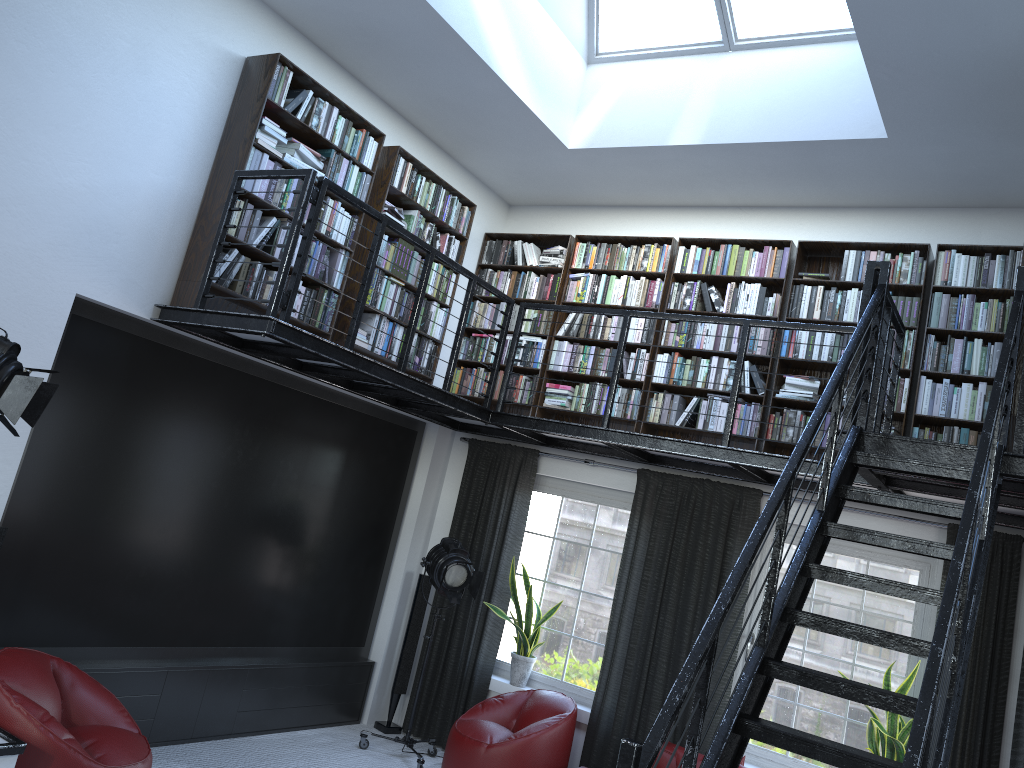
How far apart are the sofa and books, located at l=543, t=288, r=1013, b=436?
2.1 meters

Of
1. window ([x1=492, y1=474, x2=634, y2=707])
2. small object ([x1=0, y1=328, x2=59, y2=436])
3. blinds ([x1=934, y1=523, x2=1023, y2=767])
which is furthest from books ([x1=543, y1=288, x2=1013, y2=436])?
small object ([x1=0, y1=328, x2=59, y2=436])

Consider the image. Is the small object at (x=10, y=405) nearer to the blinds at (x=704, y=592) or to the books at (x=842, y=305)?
the blinds at (x=704, y=592)

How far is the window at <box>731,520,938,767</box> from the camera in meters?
5.7 m

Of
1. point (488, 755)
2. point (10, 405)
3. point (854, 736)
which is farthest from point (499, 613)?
point (10, 405)

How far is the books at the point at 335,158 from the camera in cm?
572

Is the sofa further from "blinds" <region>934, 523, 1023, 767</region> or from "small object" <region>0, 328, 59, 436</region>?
"small object" <region>0, 328, 59, 436</region>

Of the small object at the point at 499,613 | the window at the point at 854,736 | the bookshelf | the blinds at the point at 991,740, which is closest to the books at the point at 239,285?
the bookshelf

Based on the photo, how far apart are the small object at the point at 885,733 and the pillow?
1.2m

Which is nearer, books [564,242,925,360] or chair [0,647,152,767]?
chair [0,647,152,767]
